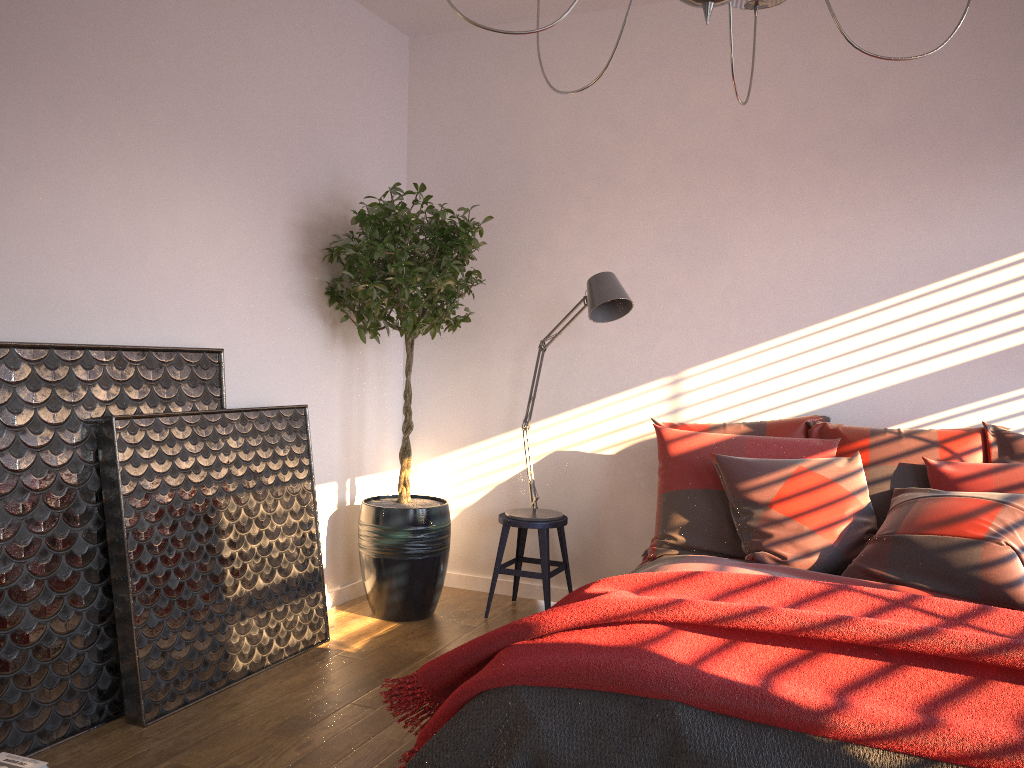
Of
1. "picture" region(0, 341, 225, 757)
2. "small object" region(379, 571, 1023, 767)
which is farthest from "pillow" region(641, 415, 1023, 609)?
"picture" region(0, 341, 225, 757)

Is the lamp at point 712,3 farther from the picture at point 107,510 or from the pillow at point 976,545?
the picture at point 107,510

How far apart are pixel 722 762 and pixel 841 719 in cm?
27

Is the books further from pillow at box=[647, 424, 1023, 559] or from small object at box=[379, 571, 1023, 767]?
pillow at box=[647, 424, 1023, 559]

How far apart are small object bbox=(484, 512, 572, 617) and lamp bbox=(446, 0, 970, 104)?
2.44m

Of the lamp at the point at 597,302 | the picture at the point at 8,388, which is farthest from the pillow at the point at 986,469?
the picture at the point at 8,388

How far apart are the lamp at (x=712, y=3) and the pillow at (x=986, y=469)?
1.8 meters

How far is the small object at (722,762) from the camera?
1.9 meters

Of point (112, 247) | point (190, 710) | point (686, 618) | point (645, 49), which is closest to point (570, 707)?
point (686, 618)

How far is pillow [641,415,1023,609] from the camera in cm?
276
